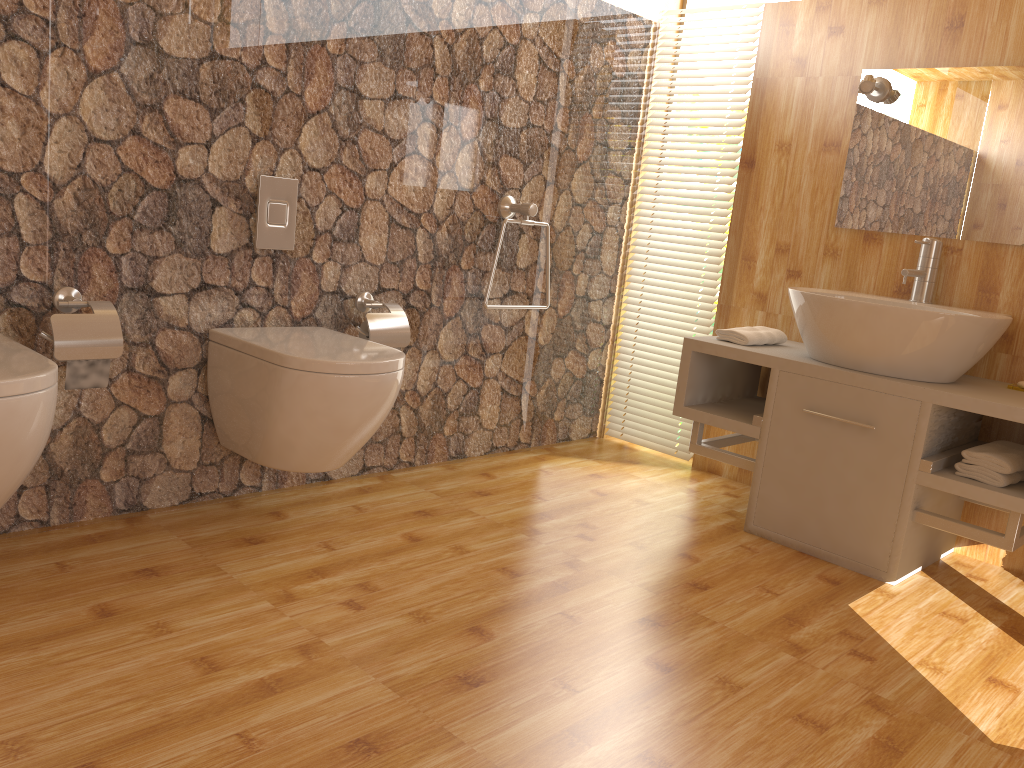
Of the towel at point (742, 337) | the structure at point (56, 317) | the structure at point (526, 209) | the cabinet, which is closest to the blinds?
the cabinet

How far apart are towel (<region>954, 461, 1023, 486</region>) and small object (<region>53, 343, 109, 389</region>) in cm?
223

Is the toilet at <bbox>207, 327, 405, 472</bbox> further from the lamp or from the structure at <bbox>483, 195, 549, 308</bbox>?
the lamp

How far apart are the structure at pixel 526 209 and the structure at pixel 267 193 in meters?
0.8

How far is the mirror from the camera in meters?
2.7 m

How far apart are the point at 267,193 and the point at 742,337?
1.5m

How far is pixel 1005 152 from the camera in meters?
2.7 m

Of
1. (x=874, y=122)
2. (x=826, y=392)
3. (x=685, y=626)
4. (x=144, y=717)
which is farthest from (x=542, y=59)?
(x=144, y=717)

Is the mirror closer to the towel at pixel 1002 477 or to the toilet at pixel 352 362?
the towel at pixel 1002 477

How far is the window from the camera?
3.5m
